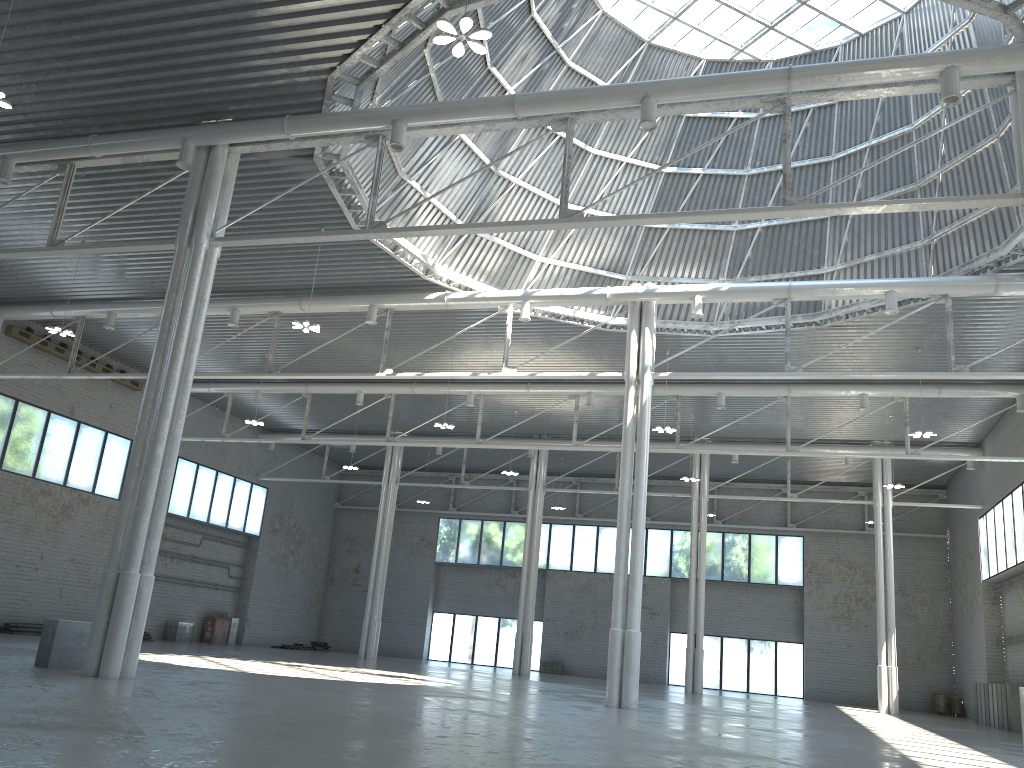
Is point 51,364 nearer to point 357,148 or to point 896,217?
point 357,148

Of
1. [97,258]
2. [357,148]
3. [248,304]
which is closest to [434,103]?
[357,148]
